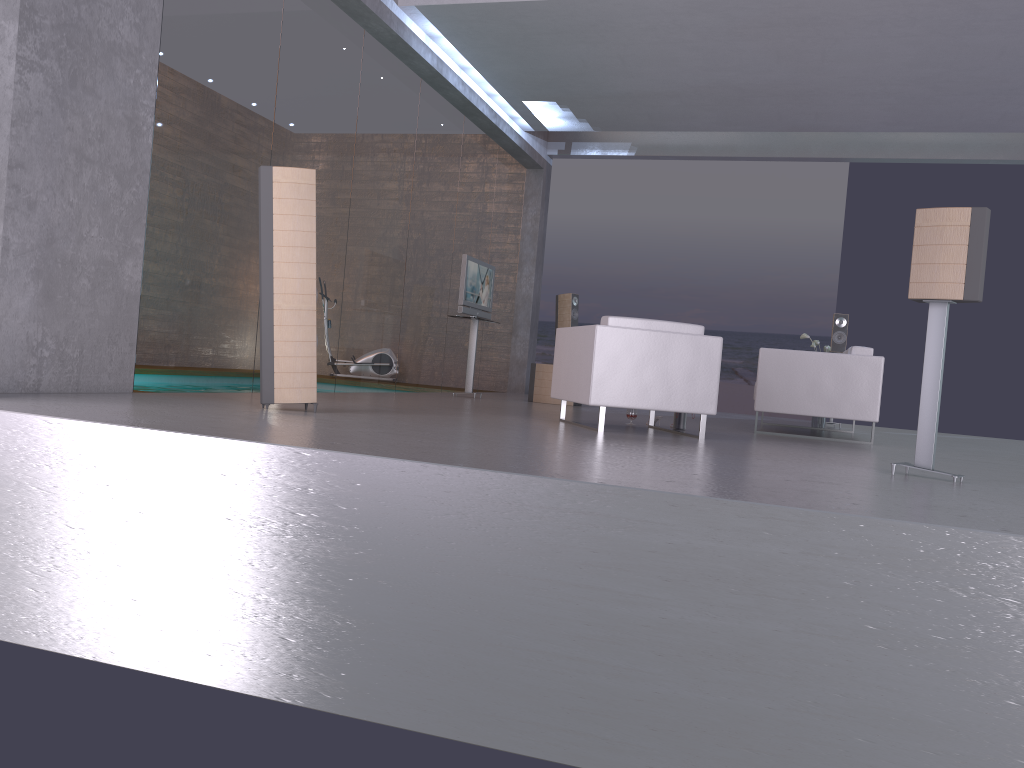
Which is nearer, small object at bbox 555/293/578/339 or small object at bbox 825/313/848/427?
small object at bbox 825/313/848/427

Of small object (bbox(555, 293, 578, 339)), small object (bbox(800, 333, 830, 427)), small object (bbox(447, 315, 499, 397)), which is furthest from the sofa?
small object (bbox(555, 293, 578, 339))

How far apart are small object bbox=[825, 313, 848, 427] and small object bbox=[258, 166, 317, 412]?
7.3m

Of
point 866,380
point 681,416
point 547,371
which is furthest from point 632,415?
point 547,371

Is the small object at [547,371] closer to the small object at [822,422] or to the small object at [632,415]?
the small object at [822,422]

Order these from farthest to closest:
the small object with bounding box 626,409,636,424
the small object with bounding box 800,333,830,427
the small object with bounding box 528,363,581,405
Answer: the small object with bounding box 528,363,581,405
the small object with bounding box 800,333,830,427
the small object with bounding box 626,409,636,424

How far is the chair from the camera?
6.0m

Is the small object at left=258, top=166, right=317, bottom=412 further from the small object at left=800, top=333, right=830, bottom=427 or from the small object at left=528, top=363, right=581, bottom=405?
the small object at left=800, top=333, right=830, bottom=427

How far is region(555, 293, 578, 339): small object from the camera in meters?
12.2

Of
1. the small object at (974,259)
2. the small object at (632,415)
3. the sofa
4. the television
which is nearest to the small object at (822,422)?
the sofa
